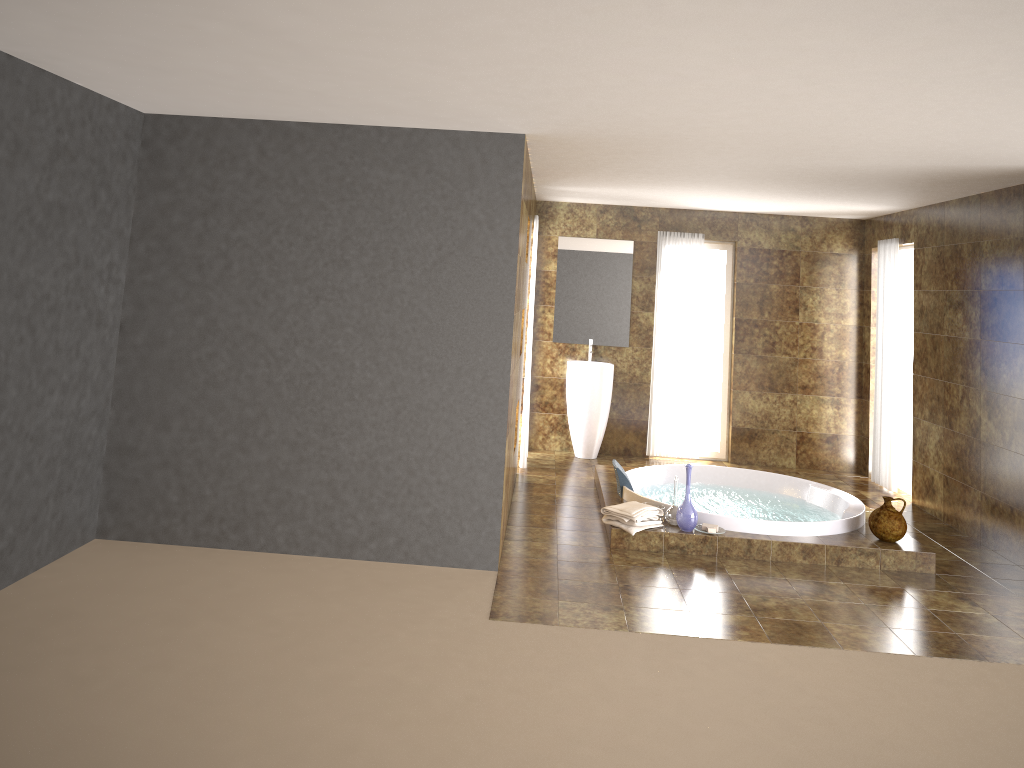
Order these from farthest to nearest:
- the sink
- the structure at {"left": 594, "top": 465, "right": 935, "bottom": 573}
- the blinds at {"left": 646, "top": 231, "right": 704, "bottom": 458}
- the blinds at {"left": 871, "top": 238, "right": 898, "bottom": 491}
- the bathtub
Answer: the blinds at {"left": 646, "top": 231, "right": 704, "bottom": 458} < the sink < the blinds at {"left": 871, "top": 238, "right": 898, "bottom": 491} < the bathtub < the structure at {"left": 594, "top": 465, "right": 935, "bottom": 573}

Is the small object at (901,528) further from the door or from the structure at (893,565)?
the door

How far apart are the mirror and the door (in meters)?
2.61

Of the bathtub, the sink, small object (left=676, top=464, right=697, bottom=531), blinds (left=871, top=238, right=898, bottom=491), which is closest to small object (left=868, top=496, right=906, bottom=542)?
the bathtub

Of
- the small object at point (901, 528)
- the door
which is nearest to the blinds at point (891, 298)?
the door

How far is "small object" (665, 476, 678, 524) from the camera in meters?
5.9 m

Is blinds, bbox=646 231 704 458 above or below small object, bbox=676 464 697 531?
above

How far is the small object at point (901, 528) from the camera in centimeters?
575cm

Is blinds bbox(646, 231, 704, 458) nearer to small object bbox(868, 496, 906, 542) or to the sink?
the sink

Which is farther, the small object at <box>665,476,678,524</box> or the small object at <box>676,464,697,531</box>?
the small object at <box>665,476,678,524</box>
